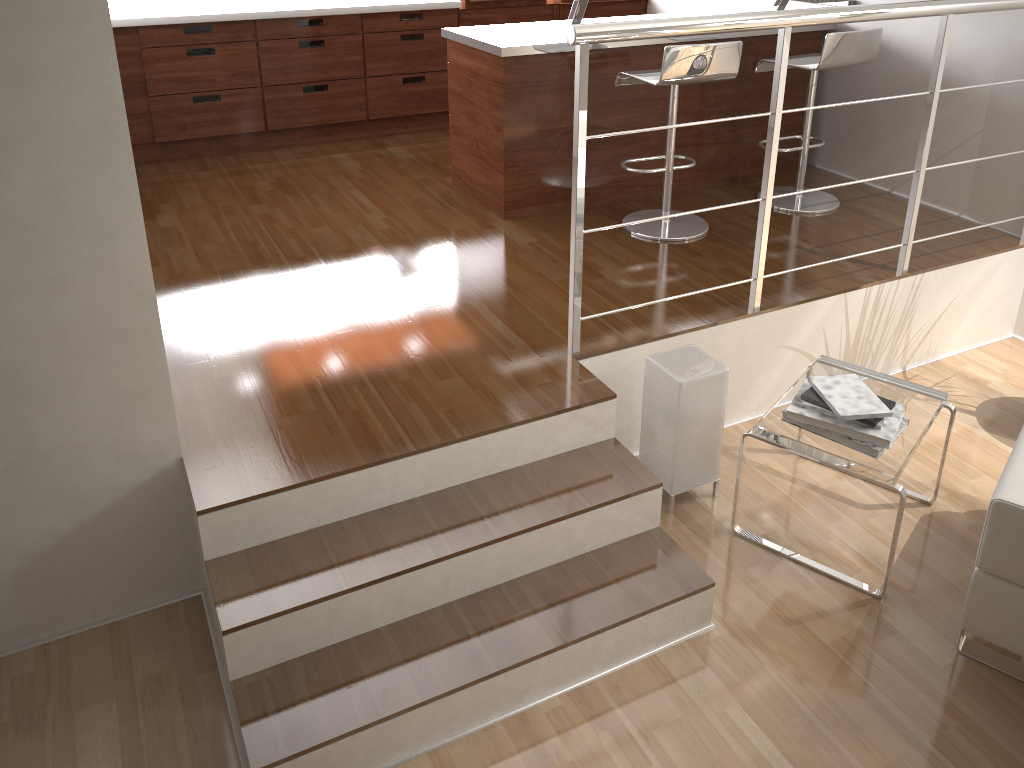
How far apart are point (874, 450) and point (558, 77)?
2.16m

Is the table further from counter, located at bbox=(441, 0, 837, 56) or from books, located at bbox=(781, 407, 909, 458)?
A: counter, located at bbox=(441, 0, 837, 56)

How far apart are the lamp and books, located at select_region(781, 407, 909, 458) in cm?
30

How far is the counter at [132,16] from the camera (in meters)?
4.47

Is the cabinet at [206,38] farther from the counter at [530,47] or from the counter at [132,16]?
the counter at [530,47]

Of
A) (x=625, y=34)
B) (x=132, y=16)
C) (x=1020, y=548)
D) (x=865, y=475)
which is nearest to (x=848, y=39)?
(x=625, y=34)

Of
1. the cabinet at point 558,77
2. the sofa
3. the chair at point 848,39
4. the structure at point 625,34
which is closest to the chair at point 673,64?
the cabinet at point 558,77

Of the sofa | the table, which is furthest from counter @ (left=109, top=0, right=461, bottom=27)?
the sofa

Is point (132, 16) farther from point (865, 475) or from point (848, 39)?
point (865, 475)

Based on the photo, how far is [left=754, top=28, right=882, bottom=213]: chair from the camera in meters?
3.7 m
